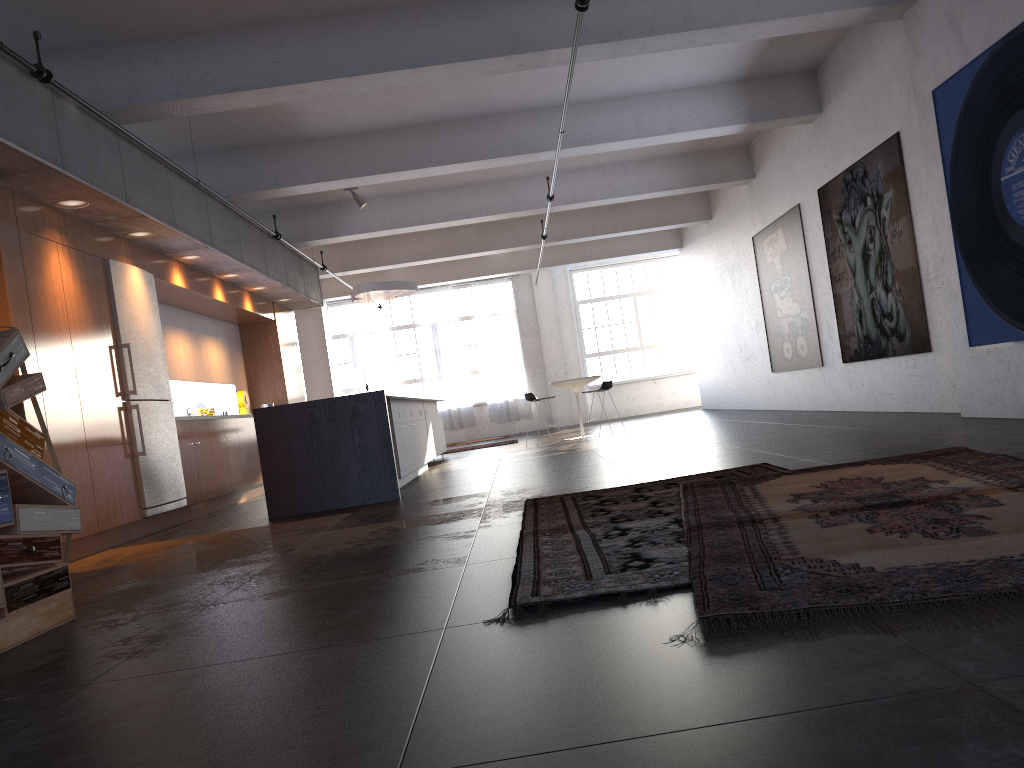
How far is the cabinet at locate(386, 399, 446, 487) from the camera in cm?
905

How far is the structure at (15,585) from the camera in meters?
3.6 m

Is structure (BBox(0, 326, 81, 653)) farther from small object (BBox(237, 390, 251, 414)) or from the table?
the table

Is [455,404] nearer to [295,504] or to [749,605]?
[295,504]

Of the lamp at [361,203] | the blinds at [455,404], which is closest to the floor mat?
the lamp at [361,203]

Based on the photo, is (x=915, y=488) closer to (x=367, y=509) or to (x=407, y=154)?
(x=367, y=509)

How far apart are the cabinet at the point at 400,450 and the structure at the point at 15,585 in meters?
4.7 m

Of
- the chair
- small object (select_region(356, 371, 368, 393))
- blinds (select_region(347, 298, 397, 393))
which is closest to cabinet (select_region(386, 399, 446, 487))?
the chair

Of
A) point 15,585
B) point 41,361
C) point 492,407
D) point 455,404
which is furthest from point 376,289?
point 15,585

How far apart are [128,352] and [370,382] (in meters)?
13.60
